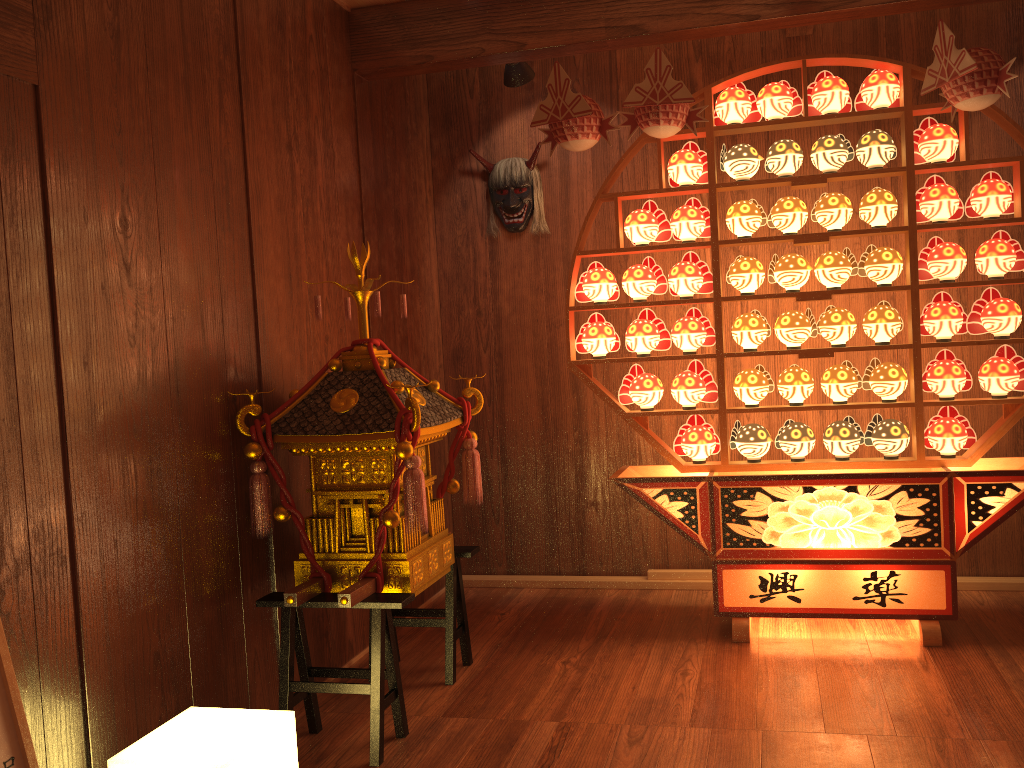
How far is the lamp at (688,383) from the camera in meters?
3.5

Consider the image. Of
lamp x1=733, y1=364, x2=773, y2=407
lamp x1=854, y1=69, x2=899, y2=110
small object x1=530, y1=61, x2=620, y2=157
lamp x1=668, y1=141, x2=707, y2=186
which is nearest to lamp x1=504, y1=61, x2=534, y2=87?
small object x1=530, y1=61, x2=620, y2=157

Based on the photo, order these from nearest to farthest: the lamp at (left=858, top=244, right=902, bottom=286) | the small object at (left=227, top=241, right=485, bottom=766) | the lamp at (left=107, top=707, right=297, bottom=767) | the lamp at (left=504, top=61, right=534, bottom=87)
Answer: the lamp at (left=107, top=707, right=297, bottom=767), the small object at (left=227, top=241, right=485, bottom=766), the lamp at (left=858, top=244, right=902, bottom=286), the lamp at (left=504, top=61, right=534, bottom=87)

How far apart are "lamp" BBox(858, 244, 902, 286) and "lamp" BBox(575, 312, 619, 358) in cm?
96

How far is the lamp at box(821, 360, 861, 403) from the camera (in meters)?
3.30

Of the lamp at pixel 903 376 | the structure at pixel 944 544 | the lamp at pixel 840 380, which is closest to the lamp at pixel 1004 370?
the structure at pixel 944 544

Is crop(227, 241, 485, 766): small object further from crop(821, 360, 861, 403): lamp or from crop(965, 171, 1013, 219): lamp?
crop(965, 171, 1013, 219): lamp

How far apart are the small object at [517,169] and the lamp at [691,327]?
0.96m

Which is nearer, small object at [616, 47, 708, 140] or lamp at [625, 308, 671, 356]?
small object at [616, 47, 708, 140]

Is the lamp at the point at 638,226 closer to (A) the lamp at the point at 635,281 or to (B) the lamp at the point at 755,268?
(A) the lamp at the point at 635,281
